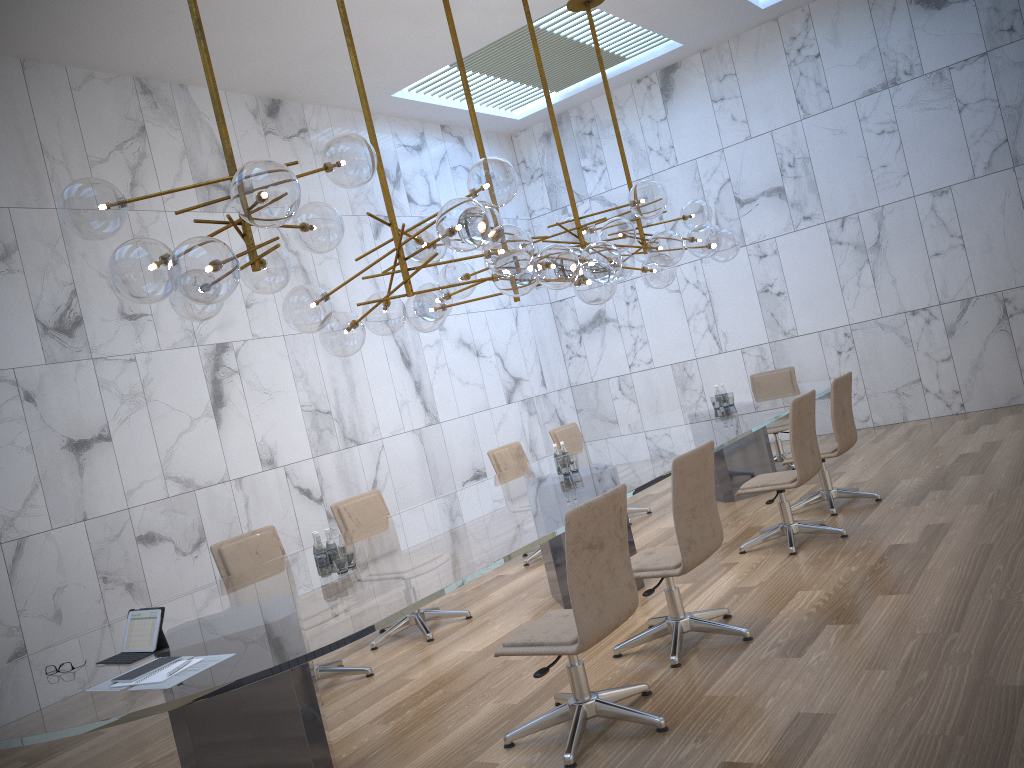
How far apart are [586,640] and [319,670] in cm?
244

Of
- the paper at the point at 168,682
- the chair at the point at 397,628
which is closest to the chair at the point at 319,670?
the chair at the point at 397,628

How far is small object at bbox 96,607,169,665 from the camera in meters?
3.4

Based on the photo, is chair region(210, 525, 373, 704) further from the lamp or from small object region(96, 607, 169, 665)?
small object region(96, 607, 169, 665)

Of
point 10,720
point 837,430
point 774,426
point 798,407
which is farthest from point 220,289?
point 774,426

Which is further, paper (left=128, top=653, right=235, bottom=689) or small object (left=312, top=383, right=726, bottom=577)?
small object (left=312, top=383, right=726, bottom=577)

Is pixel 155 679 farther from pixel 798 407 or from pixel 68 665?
pixel 798 407

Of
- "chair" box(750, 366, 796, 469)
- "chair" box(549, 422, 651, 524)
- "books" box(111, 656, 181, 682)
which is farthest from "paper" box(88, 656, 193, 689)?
"chair" box(750, 366, 796, 469)

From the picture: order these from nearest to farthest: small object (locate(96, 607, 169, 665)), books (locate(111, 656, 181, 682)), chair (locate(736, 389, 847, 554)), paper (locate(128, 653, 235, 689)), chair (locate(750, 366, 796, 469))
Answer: paper (locate(128, 653, 235, 689)) < books (locate(111, 656, 181, 682)) < small object (locate(96, 607, 169, 665)) < chair (locate(736, 389, 847, 554)) < chair (locate(750, 366, 796, 469))

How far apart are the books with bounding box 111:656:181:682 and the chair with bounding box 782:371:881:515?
5.0 meters
